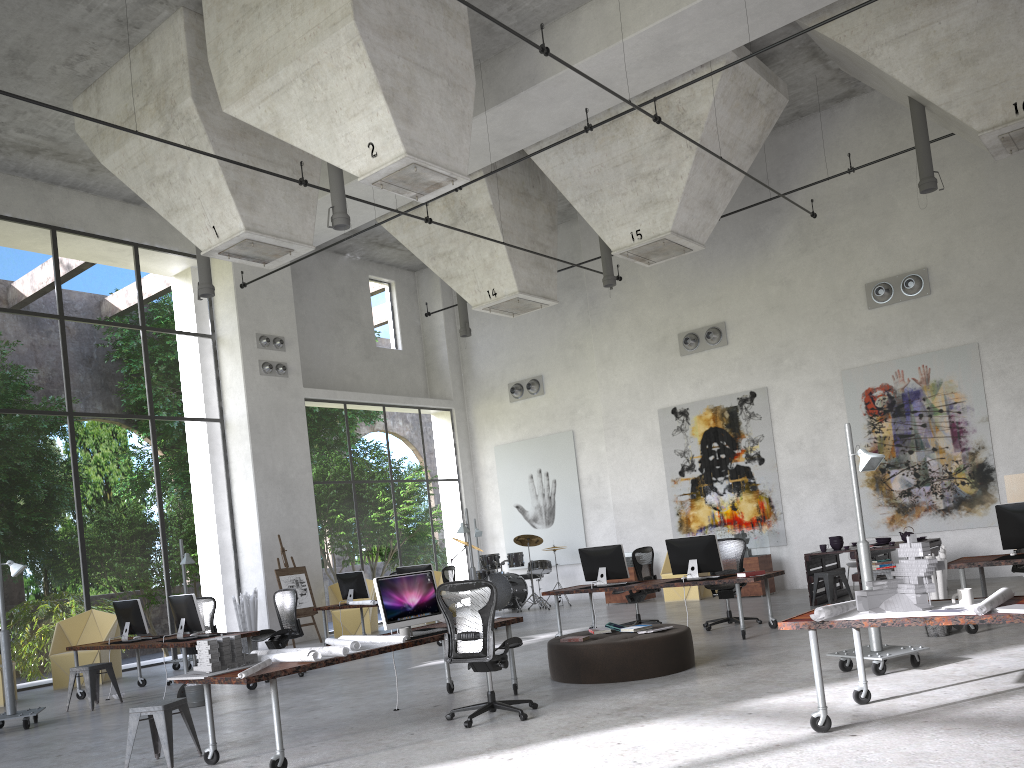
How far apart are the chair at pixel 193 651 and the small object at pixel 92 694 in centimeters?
148cm

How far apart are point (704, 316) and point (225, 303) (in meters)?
9.63

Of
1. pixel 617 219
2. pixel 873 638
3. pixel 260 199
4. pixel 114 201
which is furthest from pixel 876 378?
pixel 114 201

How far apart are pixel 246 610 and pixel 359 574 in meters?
2.6 m

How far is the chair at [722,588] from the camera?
11.3 meters

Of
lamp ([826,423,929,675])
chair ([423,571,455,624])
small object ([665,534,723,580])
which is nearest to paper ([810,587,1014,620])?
lamp ([826,423,929,675])

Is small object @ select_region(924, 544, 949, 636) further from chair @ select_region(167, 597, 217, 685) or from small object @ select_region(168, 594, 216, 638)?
chair @ select_region(167, 597, 217, 685)

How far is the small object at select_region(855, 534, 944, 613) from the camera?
5.4m

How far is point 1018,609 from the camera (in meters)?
4.86

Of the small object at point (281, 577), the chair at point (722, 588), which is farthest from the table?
the small object at point (281, 577)
